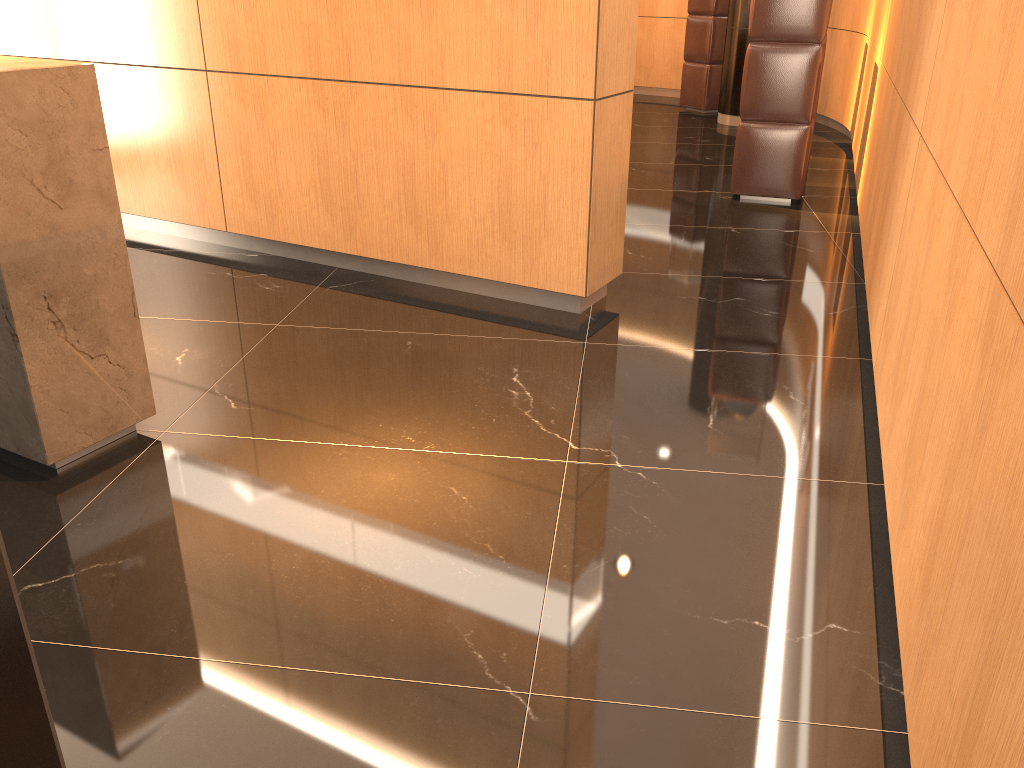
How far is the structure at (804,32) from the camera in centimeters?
553cm

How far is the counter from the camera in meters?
2.4 m

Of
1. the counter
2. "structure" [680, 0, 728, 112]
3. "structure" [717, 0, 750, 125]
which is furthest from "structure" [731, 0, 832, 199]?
the counter

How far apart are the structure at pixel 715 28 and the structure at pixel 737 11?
0.69m

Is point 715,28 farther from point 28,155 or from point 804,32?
point 28,155

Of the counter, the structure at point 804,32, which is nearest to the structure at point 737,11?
the structure at point 804,32

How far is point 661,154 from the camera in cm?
761

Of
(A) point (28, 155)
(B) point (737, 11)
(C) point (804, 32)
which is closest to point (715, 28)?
(B) point (737, 11)

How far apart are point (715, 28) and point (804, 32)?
4.34m

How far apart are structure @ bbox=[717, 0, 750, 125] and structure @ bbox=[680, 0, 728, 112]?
0.7m
